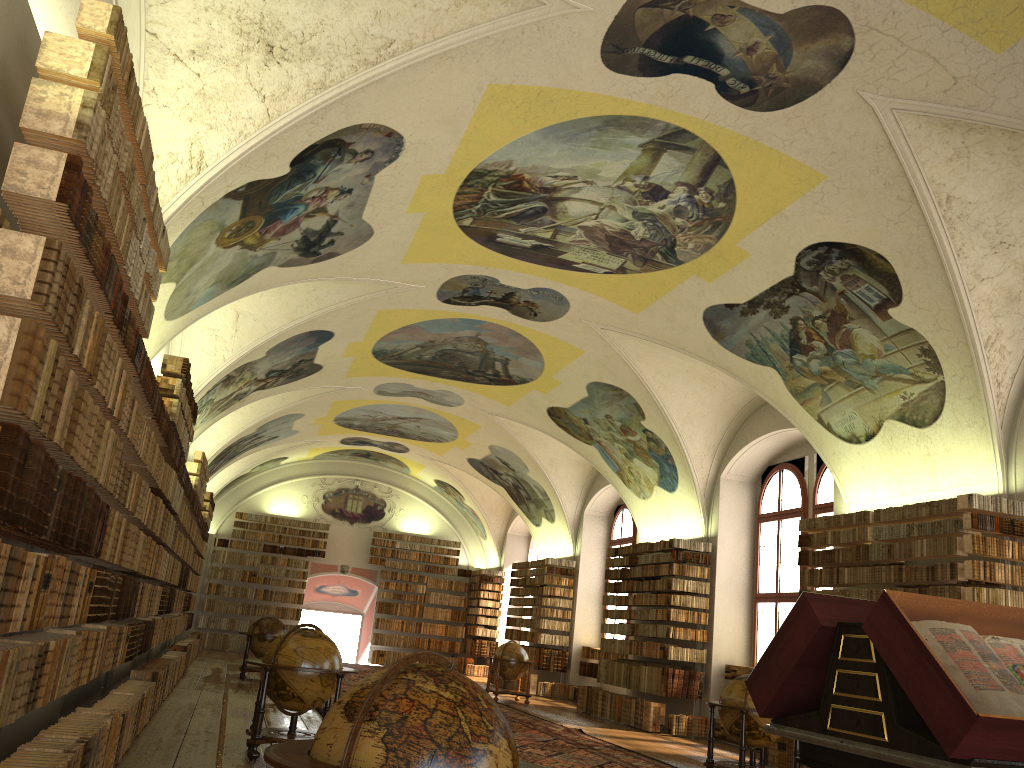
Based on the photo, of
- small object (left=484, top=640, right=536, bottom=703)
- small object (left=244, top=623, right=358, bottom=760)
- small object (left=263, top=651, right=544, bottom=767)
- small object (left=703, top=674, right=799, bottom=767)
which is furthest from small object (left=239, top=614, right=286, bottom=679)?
small object (left=263, top=651, right=544, bottom=767)

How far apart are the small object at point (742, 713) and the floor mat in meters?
1.0

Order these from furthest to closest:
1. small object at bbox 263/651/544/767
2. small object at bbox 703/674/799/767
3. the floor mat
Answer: the floor mat
small object at bbox 703/674/799/767
small object at bbox 263/651/544/767

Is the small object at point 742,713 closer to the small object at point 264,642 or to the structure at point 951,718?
the structure at point 951,718

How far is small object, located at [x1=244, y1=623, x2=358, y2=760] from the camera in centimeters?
946cm

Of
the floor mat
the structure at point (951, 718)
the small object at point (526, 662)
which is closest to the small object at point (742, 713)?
the floor mat

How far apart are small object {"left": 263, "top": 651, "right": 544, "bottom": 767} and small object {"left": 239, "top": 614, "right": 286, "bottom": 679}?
16.7m

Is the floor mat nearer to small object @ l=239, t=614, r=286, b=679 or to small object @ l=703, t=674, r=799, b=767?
small object @ l=703, t=674, r=799, b=767

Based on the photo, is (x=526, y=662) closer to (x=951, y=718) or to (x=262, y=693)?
(x=262, y=693)

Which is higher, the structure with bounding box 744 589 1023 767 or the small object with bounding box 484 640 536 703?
the structure with bounding box 744 589 1023 767
